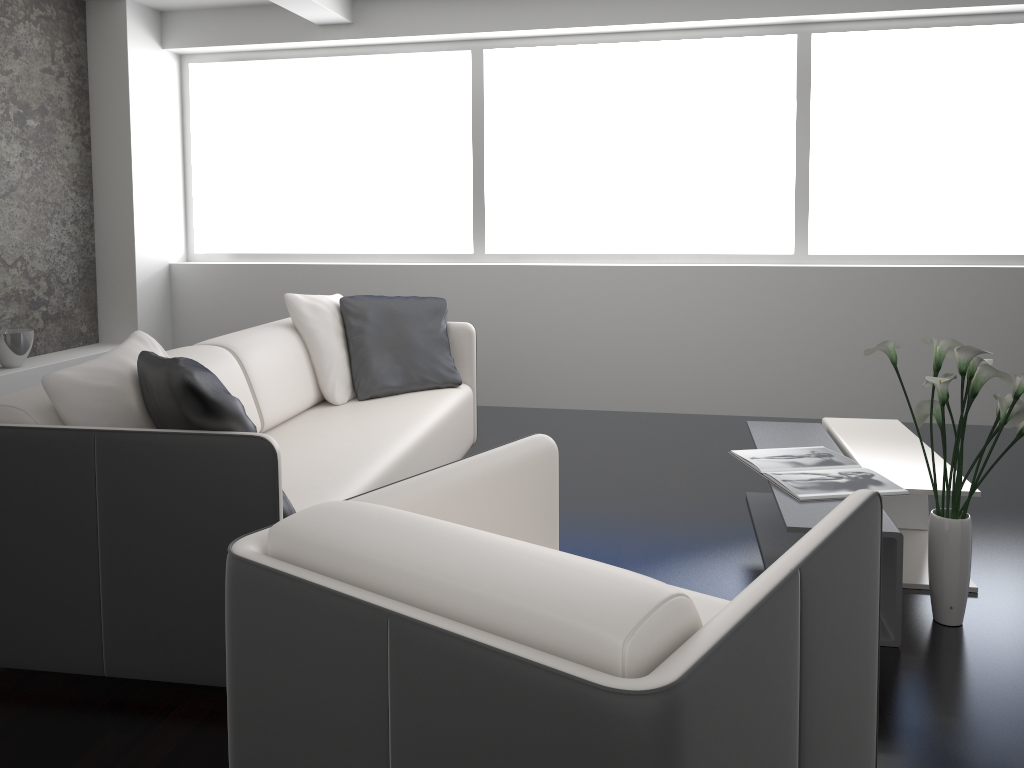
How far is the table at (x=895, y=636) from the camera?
2.4m

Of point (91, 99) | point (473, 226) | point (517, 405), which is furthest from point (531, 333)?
point (91, 99)

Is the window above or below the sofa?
above

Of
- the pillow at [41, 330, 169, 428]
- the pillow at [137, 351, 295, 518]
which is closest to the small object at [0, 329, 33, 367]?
the pillow at [41, 330, 169, 428]

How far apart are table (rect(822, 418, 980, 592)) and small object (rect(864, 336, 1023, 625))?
0.2m

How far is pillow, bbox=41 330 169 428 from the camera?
2.25m

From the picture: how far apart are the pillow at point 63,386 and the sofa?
0.03m

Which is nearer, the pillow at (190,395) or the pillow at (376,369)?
the pillow at (190,395)

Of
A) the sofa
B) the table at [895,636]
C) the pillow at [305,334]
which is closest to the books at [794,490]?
the table at [895,636]

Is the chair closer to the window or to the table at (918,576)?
the table at (918,576)
